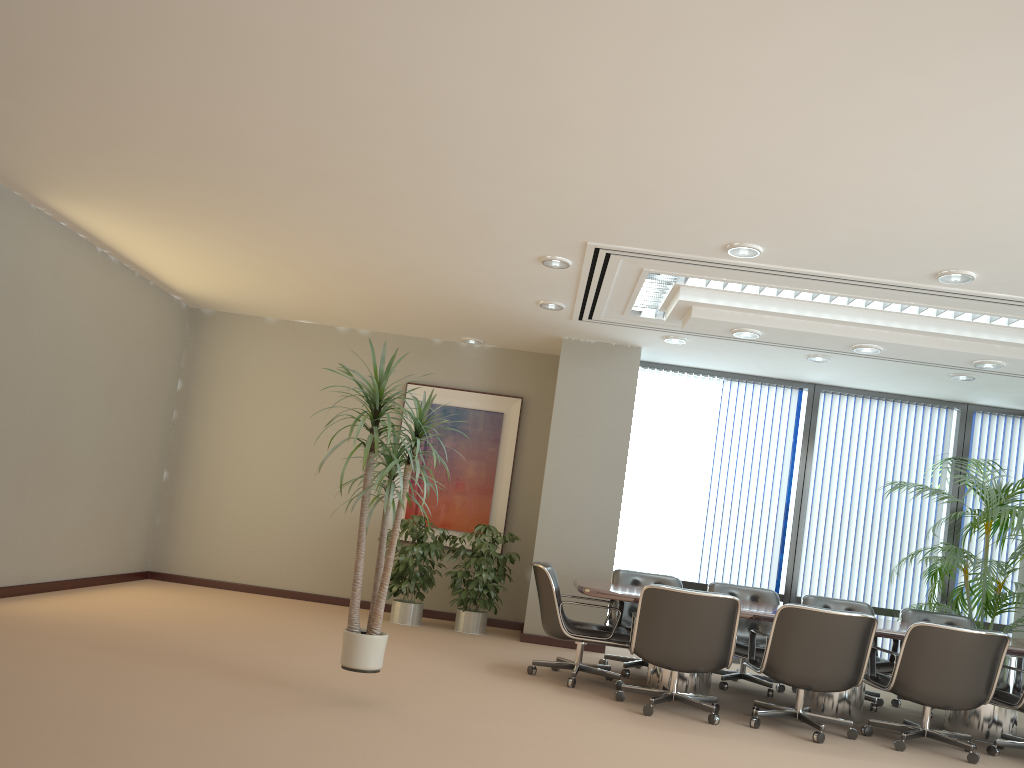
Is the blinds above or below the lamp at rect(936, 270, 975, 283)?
below

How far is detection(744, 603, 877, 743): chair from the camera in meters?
5.5 m

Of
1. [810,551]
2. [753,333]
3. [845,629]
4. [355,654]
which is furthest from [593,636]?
[810,551]

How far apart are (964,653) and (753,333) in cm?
266

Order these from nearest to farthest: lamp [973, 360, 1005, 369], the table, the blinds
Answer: the table < lamp [973, 360, 1005, 369] < the blinds

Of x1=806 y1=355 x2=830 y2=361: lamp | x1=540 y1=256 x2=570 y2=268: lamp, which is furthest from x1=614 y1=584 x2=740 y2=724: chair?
x1=806 y1=355 x2=830 y2=361: lamp

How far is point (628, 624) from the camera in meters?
7.2 m

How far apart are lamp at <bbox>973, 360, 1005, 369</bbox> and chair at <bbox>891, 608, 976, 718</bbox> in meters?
2.3

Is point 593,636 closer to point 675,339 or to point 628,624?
point 628,624

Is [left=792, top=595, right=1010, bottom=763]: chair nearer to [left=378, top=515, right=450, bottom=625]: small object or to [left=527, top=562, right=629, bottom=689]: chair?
[left=527, top=562, right=629, bottom=689]: chair
